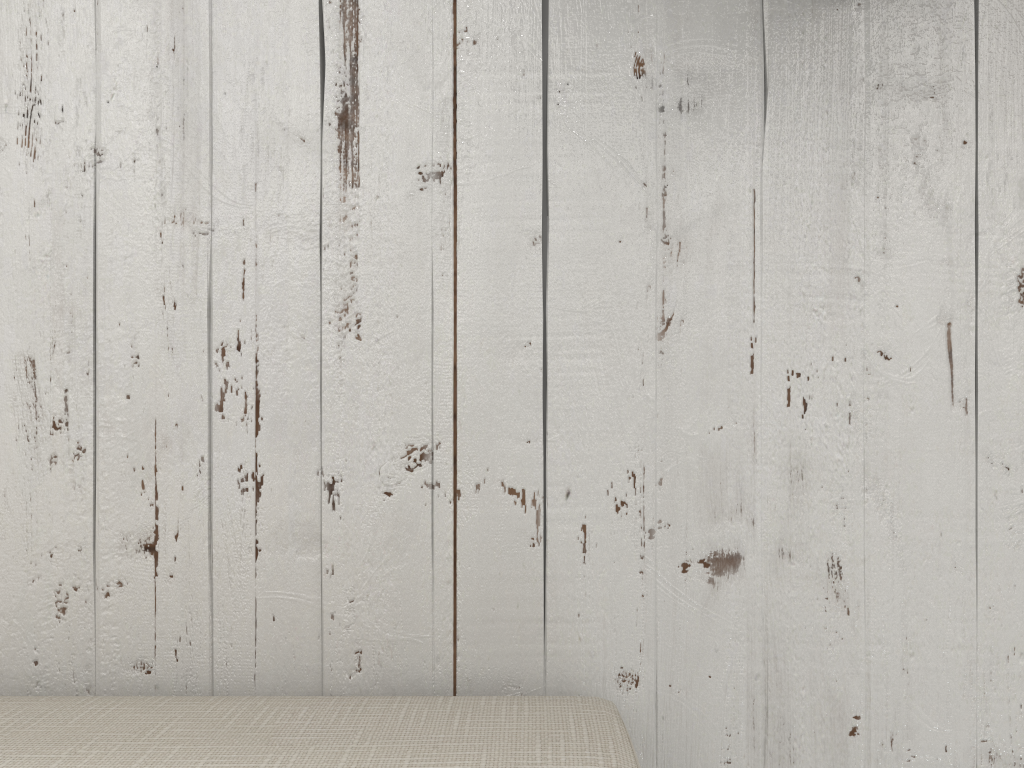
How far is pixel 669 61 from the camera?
0.7m

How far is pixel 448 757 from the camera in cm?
51

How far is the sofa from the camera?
0.51m

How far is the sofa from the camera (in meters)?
0.51

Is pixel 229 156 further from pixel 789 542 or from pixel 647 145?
pixel 789 542

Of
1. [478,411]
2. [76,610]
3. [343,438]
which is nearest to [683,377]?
[478,411]
